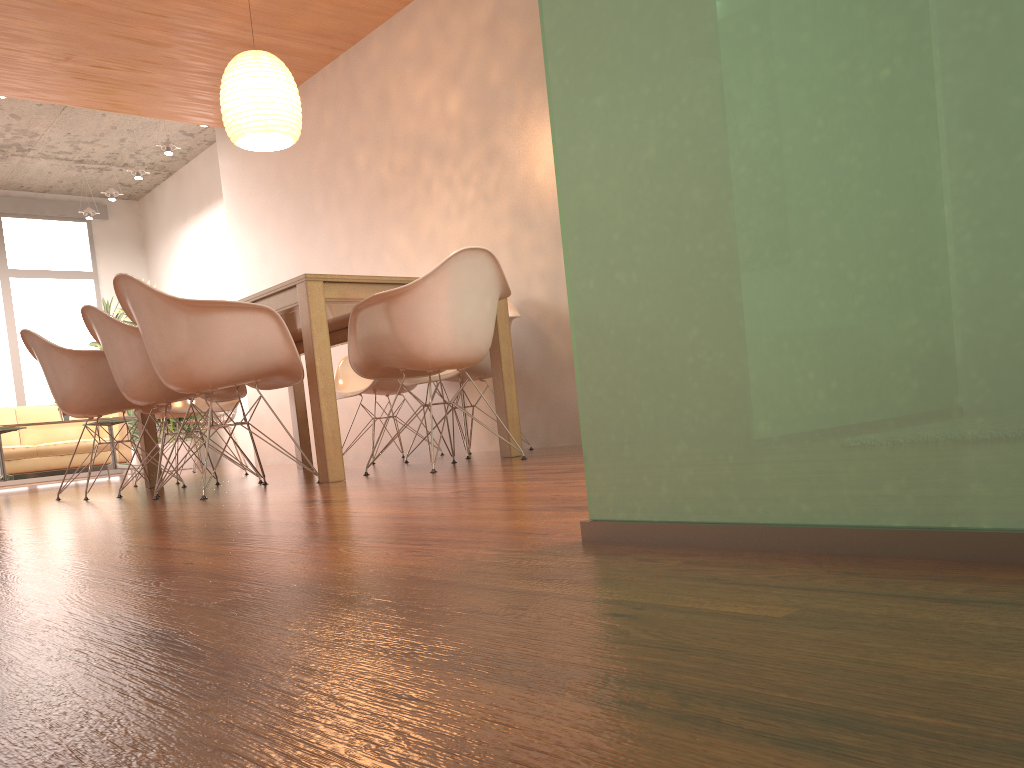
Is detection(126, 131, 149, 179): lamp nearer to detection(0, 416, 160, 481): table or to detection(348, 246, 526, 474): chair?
detection(0, 416, 160, 481): table

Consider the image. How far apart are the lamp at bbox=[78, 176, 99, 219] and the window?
0.75m

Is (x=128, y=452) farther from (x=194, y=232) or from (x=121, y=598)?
(x=121, y=598)

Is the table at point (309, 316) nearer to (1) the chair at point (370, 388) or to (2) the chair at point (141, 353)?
(1) the chair at point (370, 388)

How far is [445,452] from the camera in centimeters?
569cm

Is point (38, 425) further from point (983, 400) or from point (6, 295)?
point (983, 400)

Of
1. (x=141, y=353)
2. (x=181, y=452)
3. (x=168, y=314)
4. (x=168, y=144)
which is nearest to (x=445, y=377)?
(x=141, y=353)

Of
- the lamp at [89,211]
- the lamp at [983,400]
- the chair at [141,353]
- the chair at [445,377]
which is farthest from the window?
the lamp at [983,400]

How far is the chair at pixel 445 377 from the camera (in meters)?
4.52

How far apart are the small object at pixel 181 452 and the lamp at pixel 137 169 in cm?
269
